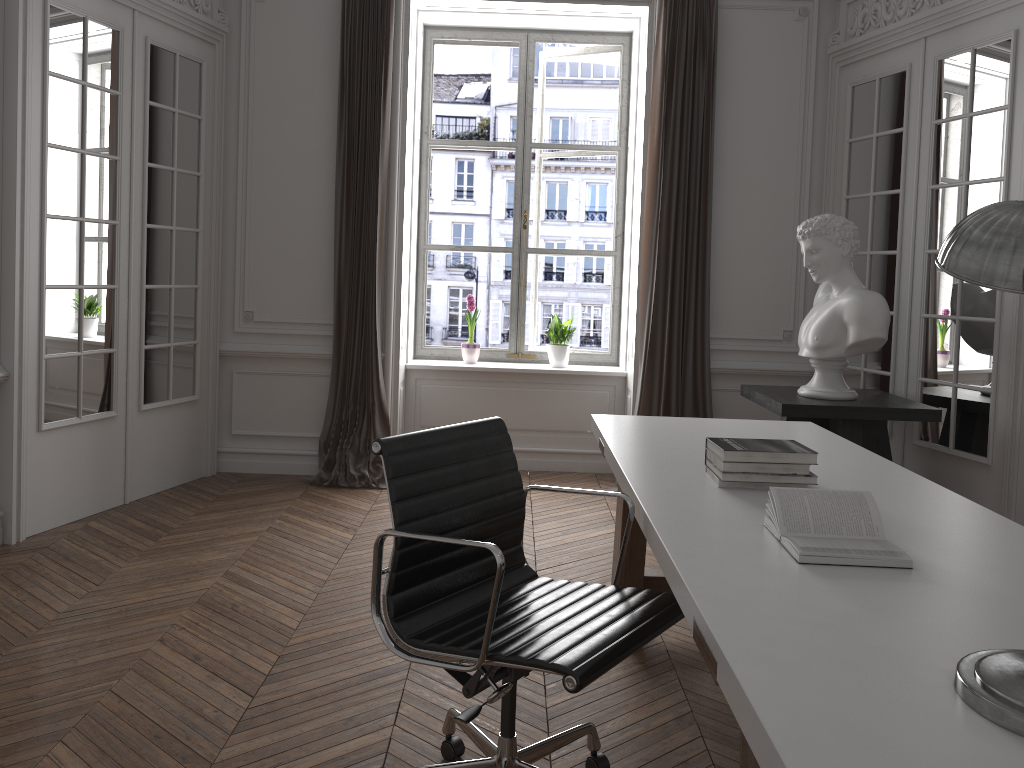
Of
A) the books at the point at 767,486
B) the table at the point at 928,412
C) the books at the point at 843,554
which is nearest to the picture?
the table at the point at 928,412

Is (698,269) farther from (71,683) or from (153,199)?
(71,683)

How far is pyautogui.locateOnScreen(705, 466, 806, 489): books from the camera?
2.4 meters

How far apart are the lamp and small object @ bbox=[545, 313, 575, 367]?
4.5m

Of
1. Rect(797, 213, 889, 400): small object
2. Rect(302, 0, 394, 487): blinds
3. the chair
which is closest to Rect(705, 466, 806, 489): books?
the chair

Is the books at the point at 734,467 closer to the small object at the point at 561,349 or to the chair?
the chair

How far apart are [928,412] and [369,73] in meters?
A: 3.6

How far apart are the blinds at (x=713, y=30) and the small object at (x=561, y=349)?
0.7 meters

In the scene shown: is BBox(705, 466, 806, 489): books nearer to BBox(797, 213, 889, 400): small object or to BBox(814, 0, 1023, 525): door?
BBox(797, 213, 889, 400): small object

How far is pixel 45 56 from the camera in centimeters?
401cm
